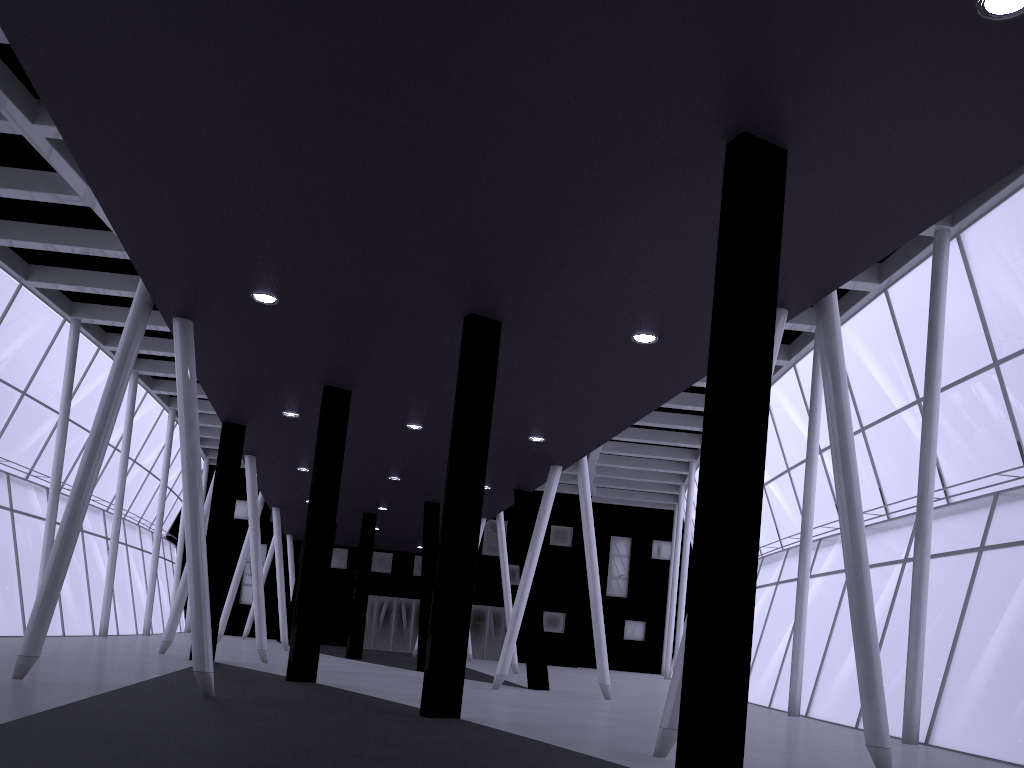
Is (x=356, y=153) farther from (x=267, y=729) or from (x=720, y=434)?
(x=267, y=729)

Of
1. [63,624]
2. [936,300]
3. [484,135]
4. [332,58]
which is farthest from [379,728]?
Result: [63,624]
